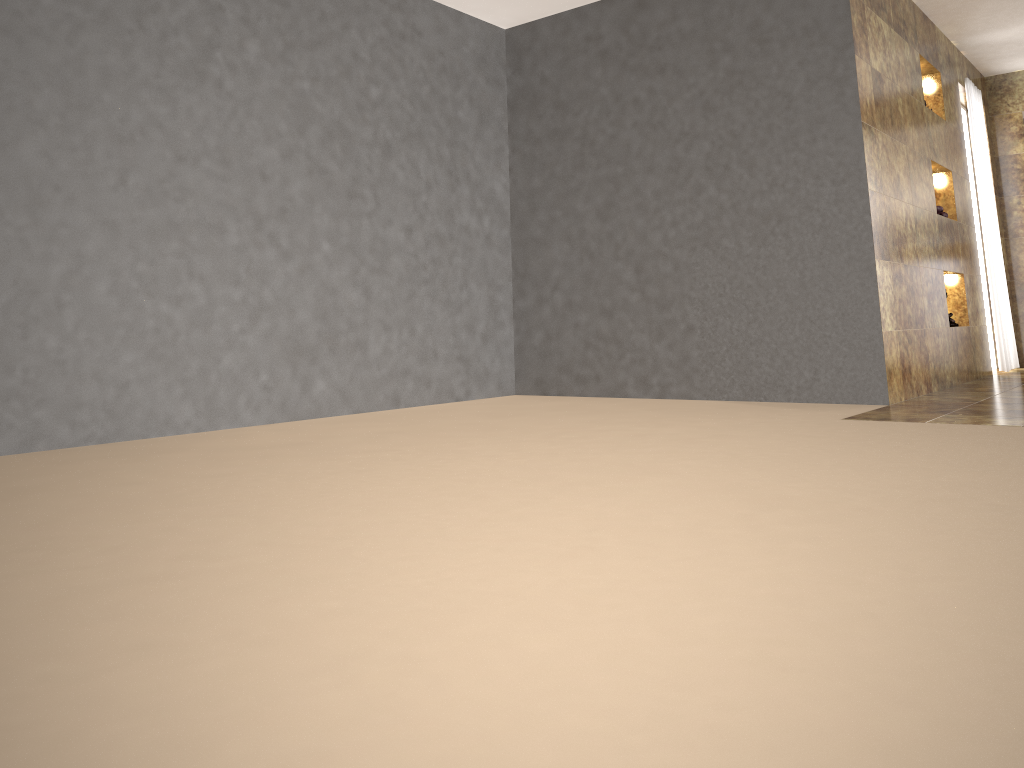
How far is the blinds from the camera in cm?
643

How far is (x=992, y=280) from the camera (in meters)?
6.43

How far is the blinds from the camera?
6.4m
